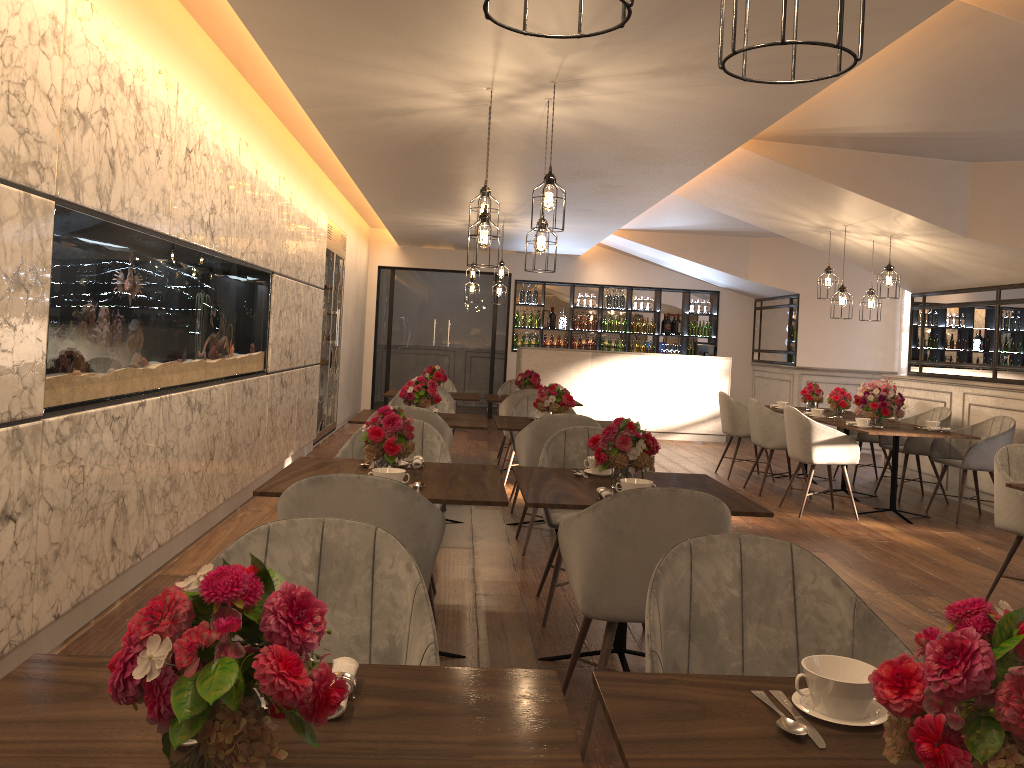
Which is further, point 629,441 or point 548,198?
point 548,198

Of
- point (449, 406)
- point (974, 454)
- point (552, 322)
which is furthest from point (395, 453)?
point (552, 322)

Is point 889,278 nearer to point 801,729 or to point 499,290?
point 499,290

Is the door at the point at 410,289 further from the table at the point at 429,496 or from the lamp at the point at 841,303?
the table at the point at 429,496

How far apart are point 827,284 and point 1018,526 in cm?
409

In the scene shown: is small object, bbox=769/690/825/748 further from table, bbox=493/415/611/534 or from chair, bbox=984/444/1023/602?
table, bbox=493/415/611/534

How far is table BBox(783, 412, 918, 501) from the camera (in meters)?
8.23

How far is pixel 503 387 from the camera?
9.5 meters

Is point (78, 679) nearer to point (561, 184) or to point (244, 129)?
point (244, 129)

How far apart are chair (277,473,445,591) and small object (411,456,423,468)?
0.8m
